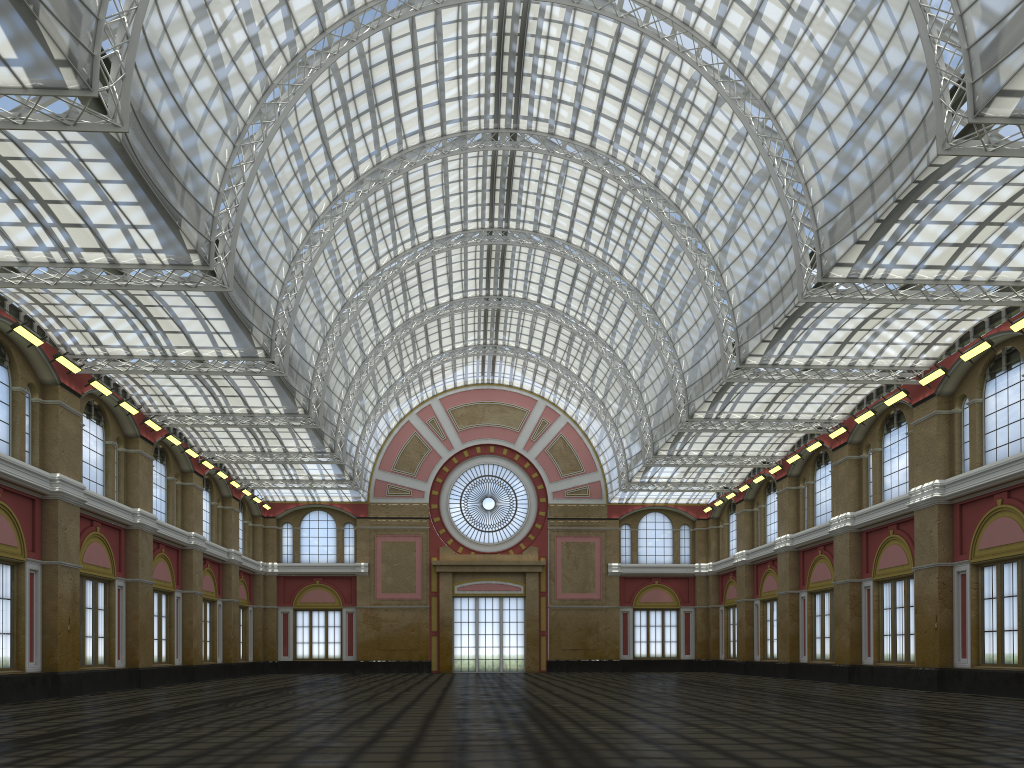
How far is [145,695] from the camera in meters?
35.3
